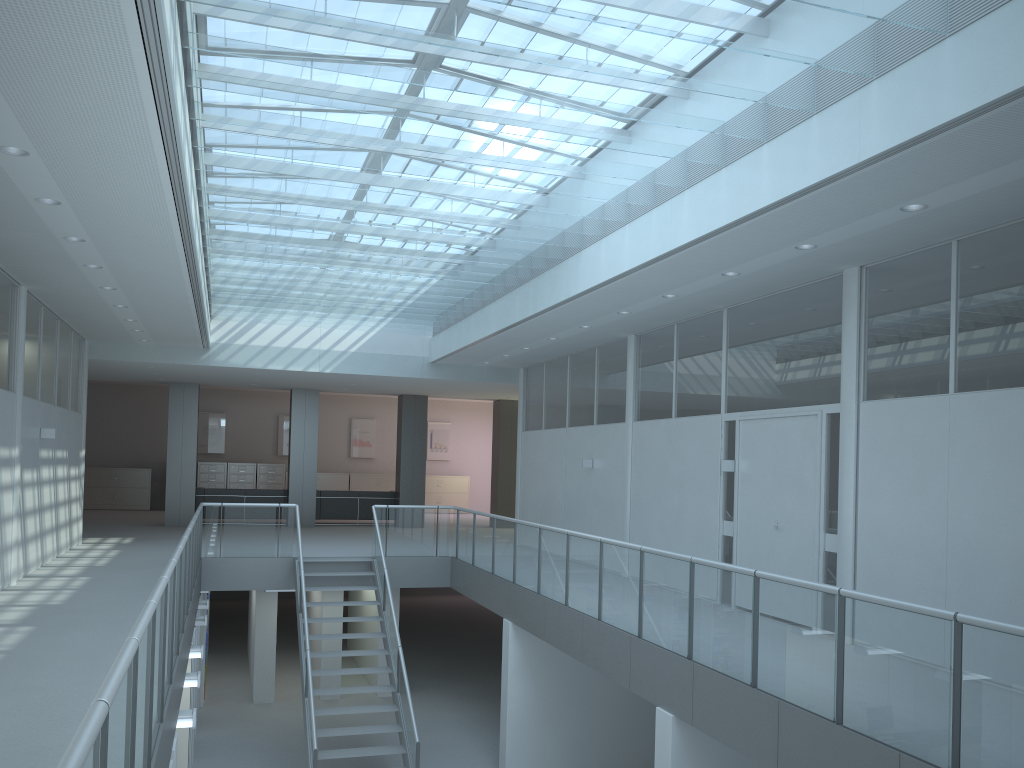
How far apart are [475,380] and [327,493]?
5.17m

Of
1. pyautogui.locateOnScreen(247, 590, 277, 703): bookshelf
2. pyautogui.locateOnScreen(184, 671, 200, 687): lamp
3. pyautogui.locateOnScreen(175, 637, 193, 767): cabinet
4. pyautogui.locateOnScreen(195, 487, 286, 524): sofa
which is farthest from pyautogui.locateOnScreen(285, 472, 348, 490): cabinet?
pyautogui.locateOnScreen(184, 671, 200, 687): lamp

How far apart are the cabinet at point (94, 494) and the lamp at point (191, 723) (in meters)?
17.05

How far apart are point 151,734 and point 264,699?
10.1 meters

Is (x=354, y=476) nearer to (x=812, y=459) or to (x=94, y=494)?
(x=94, y=494)

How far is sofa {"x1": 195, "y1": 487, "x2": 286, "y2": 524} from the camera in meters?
17.7

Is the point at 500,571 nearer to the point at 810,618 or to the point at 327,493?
the point at 810,618

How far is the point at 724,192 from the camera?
6.2 meters

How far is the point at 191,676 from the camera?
7.2m

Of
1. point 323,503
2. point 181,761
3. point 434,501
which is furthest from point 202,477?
point 181,761
